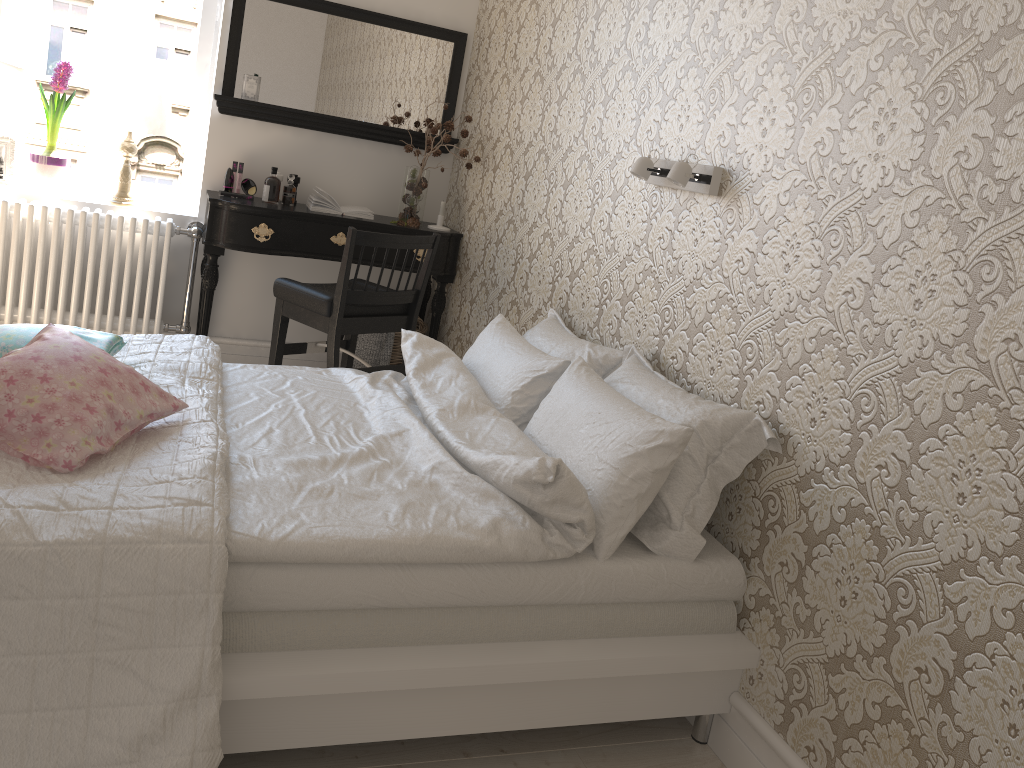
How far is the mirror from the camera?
3.8 meters

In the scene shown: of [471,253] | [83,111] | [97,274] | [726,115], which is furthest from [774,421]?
[83,111]

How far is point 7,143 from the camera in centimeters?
364cm

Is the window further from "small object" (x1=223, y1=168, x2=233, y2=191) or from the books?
the books

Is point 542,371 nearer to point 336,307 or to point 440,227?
point 336,307

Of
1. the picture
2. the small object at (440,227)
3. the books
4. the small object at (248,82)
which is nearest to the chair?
the books

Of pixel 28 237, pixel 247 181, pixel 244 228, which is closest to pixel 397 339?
pixel 244 228

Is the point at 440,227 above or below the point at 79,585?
above

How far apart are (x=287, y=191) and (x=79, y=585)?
2.70m

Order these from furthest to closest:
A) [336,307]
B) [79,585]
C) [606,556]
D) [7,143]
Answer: [7,143], [336,307], [606,556], [79,585]
